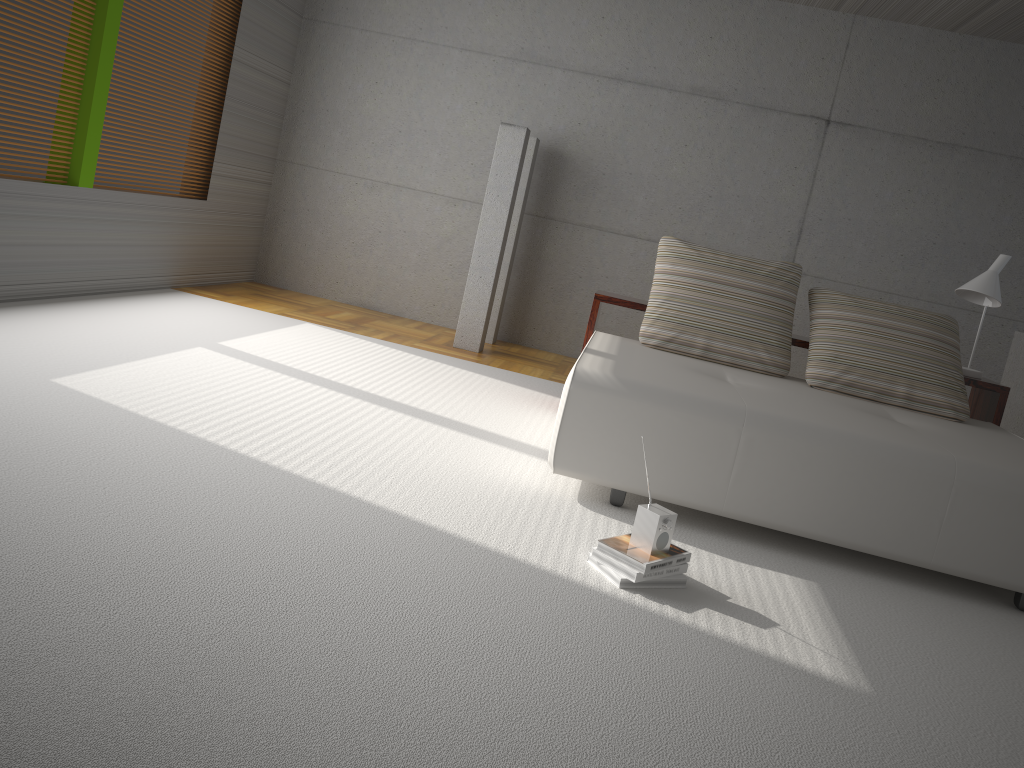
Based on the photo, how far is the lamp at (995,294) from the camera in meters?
4.8 m

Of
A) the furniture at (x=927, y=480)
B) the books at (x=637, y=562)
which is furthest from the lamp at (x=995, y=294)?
the books at (x=637, y=562)

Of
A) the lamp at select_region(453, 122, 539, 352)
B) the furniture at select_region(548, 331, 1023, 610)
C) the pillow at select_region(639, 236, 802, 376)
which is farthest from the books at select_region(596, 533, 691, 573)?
the lamp at select_region(453, 122, 539, 352)

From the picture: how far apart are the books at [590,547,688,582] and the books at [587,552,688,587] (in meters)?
0.02

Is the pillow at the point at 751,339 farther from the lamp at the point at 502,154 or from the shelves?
the lamp at the point at 502,154

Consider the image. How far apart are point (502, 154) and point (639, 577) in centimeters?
426cm

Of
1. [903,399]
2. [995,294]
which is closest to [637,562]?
[903,399]

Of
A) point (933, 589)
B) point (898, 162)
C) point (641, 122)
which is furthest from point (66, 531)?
point (898, 162)

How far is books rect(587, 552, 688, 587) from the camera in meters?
2.7

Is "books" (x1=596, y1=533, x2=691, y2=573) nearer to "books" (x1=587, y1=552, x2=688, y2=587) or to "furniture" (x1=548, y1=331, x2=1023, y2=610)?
"books" (x1=587, y1=552, x2=688, y2=587)
